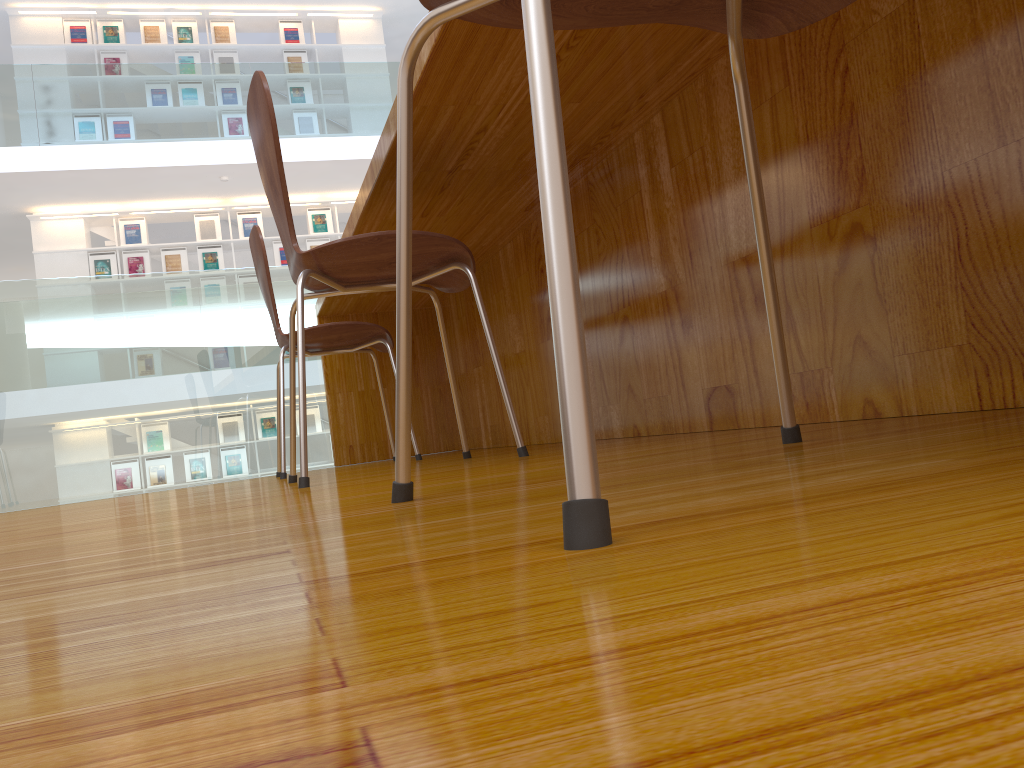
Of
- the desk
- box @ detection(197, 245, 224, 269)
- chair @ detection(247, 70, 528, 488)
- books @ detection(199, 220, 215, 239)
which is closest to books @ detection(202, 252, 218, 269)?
box @ detection(197, 245, 224, 269)

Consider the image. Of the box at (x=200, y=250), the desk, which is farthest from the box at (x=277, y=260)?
the desk

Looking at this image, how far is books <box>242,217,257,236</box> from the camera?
9.10m

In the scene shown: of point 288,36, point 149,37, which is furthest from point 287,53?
point 149,37

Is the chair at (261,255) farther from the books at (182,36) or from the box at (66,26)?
the box at (66,26)

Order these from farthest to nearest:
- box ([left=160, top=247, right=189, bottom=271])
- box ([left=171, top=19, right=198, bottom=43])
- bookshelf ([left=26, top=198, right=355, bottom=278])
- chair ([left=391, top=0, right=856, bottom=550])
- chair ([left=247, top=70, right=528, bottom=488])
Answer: box ([left=171, top=19, right=198, bottom=43]) < box ([left=160, top=247, right=189, bottom=271]) < bookshelf ([left=26, top=198, right=355, bottom=278]) < chair ([left=247, top=70, right=528, bottom=488]) < chair ([left=391, top=0, right=856, bottom=550])

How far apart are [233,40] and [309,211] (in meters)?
1.93

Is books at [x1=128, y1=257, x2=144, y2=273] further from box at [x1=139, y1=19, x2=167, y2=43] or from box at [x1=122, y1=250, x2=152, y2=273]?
box at [x1=139, y1=19, x2=167, y2=43]

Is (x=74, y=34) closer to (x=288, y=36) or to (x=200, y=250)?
(x=288, y=36)

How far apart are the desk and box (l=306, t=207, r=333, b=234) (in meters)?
6.39
